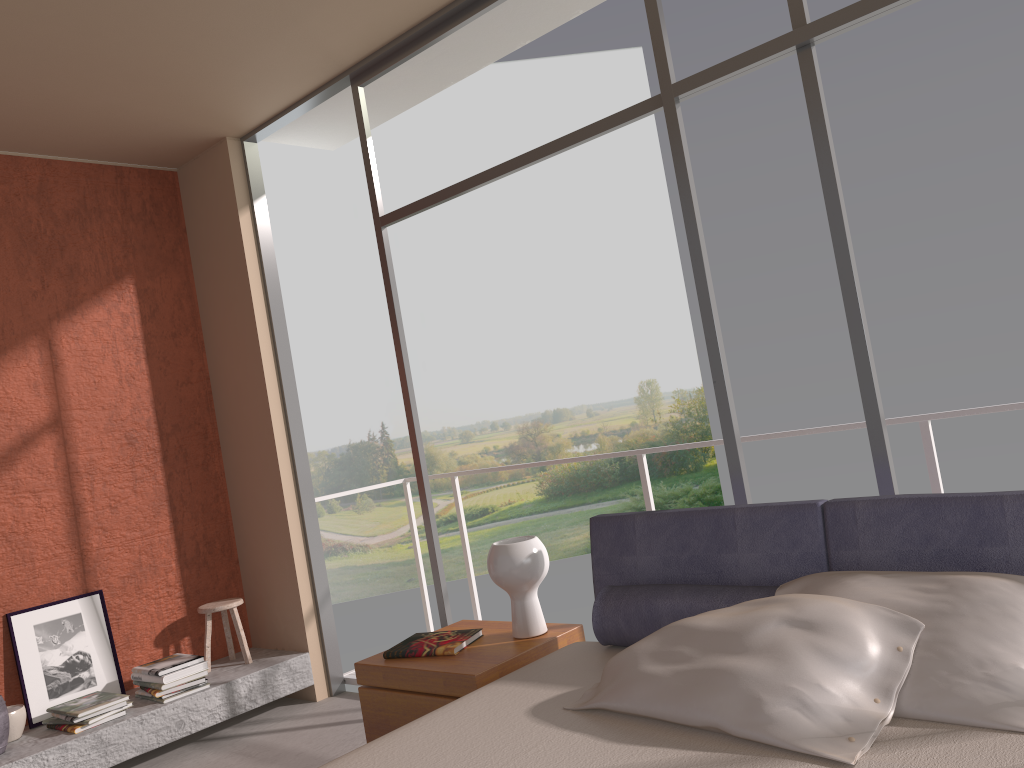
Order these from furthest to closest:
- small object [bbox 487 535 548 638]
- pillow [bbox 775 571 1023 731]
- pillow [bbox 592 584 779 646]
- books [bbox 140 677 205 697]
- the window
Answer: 1. books [bbox 140 677 205 697]
2. small object [bbox 487 535 548 638]
3. the window
4. pillow [bbox 592 584 779 646]
5. pillow [bbox 775 571 1023 731]

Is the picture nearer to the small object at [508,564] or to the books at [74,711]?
the books at [74,711]

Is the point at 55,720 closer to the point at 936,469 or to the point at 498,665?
the point at 498,665

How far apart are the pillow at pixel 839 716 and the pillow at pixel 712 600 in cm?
19

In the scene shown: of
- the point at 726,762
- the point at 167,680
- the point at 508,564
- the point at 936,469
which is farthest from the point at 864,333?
the point at 167,680

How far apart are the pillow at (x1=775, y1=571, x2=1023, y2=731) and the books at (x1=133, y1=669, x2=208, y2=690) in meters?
3.2 m

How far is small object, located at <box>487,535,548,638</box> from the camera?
3.09m

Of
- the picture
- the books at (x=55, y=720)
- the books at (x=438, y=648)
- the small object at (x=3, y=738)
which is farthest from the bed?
the picture

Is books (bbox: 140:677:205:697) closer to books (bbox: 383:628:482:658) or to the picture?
the picture

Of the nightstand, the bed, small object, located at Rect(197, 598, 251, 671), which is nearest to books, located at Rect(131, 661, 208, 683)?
small object, located at Rect(197, 598, 251, 671)
